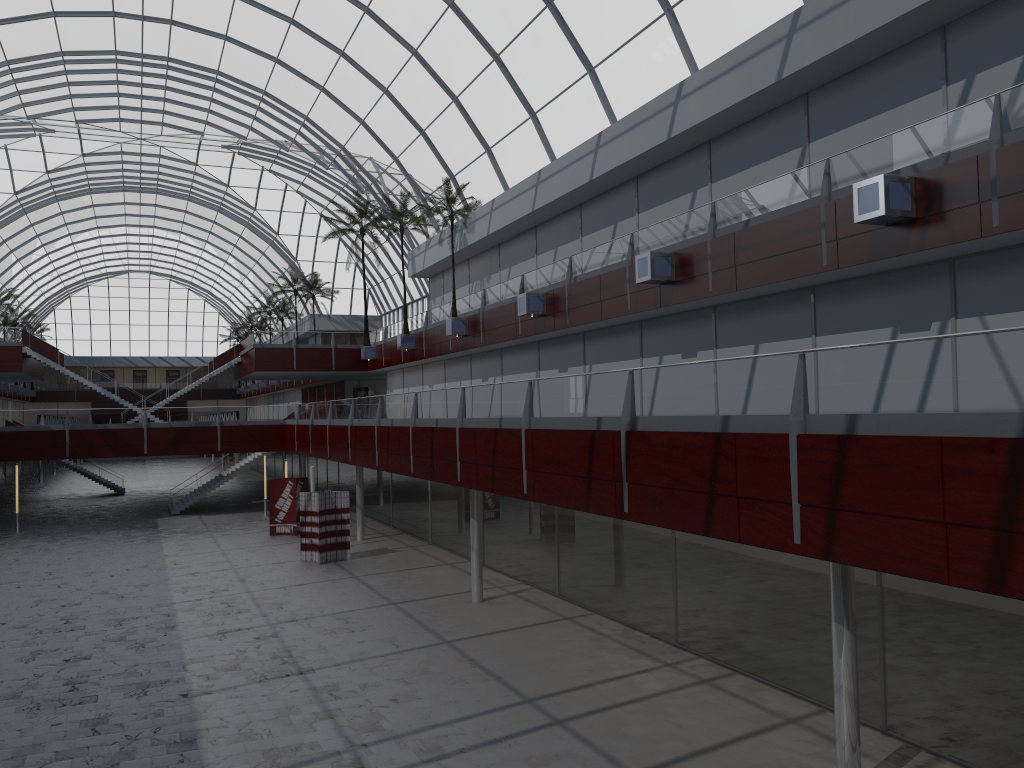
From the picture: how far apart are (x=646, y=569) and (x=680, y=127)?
15.26m
